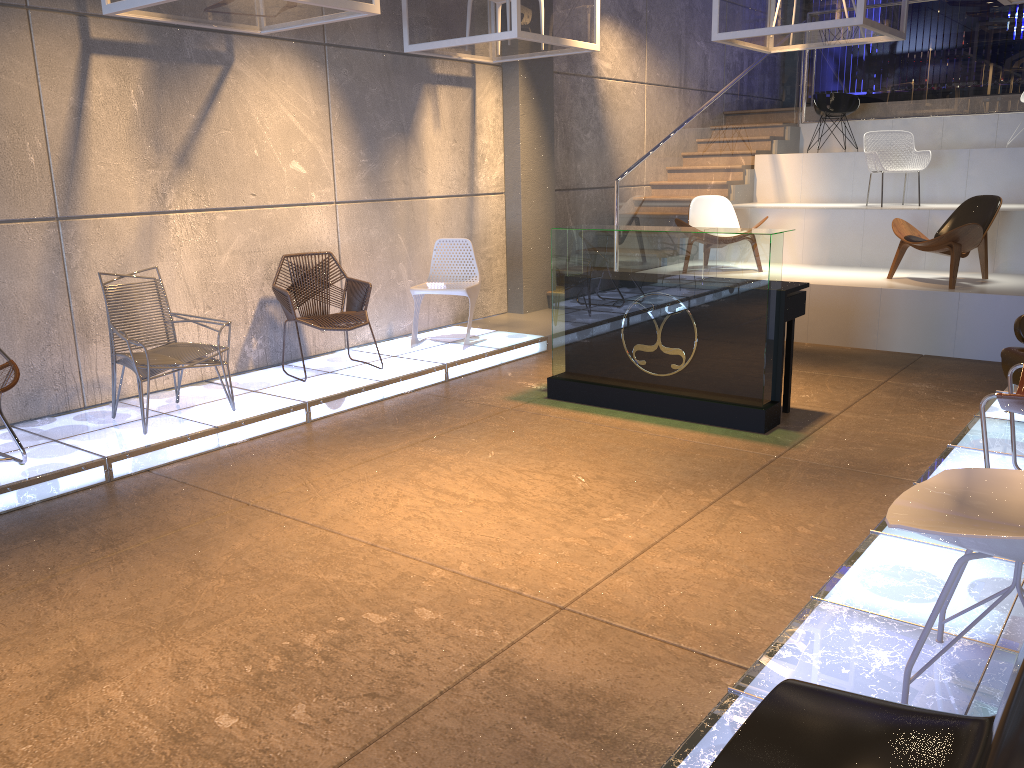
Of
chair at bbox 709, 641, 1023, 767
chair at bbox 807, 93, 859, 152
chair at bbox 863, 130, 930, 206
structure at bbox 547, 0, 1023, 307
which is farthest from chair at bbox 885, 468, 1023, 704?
chair at bbox 807, 93, 859, 152

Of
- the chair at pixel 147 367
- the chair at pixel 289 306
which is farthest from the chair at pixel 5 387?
the chair at pixel 289 306

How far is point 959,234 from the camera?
7.4 meters

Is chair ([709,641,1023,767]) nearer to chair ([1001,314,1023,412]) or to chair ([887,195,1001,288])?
chair ([1001,314,1023,412])

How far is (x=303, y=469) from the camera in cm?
497

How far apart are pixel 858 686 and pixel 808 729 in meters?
1.1 m

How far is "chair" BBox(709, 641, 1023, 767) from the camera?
1.2m

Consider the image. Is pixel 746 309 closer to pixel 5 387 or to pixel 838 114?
pixel 5 387

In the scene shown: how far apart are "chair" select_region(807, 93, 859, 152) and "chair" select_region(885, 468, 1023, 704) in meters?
9.6 m

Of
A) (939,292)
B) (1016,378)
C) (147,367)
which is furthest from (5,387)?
(939,292)
